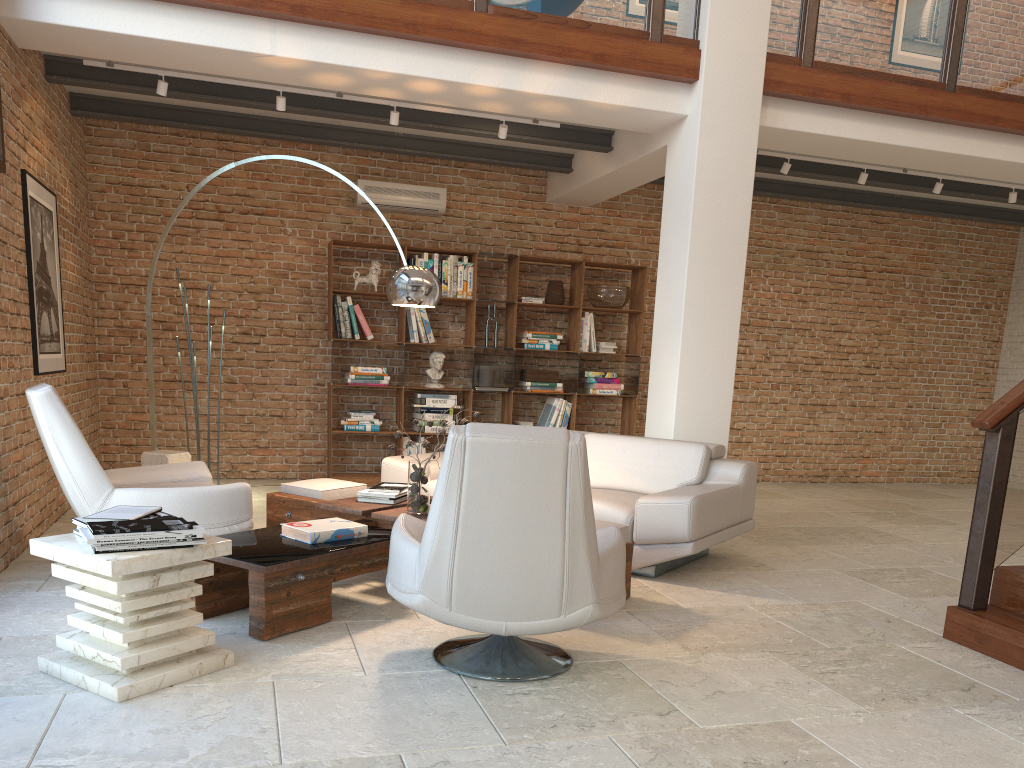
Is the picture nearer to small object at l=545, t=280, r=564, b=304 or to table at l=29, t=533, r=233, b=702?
table at l=29, t=533, r=233, b=702

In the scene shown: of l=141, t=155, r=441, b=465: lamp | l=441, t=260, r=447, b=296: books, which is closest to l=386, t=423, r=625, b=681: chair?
l=141, t=155, r=441, b=465: lamp

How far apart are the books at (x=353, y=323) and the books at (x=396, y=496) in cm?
328

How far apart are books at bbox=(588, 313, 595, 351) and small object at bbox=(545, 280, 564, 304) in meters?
0.5

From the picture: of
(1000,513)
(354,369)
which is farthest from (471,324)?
(1000,513)

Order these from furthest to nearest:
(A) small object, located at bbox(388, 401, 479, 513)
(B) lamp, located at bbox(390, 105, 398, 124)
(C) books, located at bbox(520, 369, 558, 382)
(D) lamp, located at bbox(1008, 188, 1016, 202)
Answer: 1. (C) books, located at bbox(520, 369, 558, 382)
2. (D) lamp, located at bbox(1008, 188, 1016, 202)
3. (B) lamp, located at bbox(390, 105, 398, 124)
4. (A) small object, located at bbox(388, 401, 479, 513)

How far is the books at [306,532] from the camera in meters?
4.0

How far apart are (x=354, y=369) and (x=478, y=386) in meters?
1.2

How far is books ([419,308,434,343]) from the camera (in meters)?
8.31

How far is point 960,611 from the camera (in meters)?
4.01
